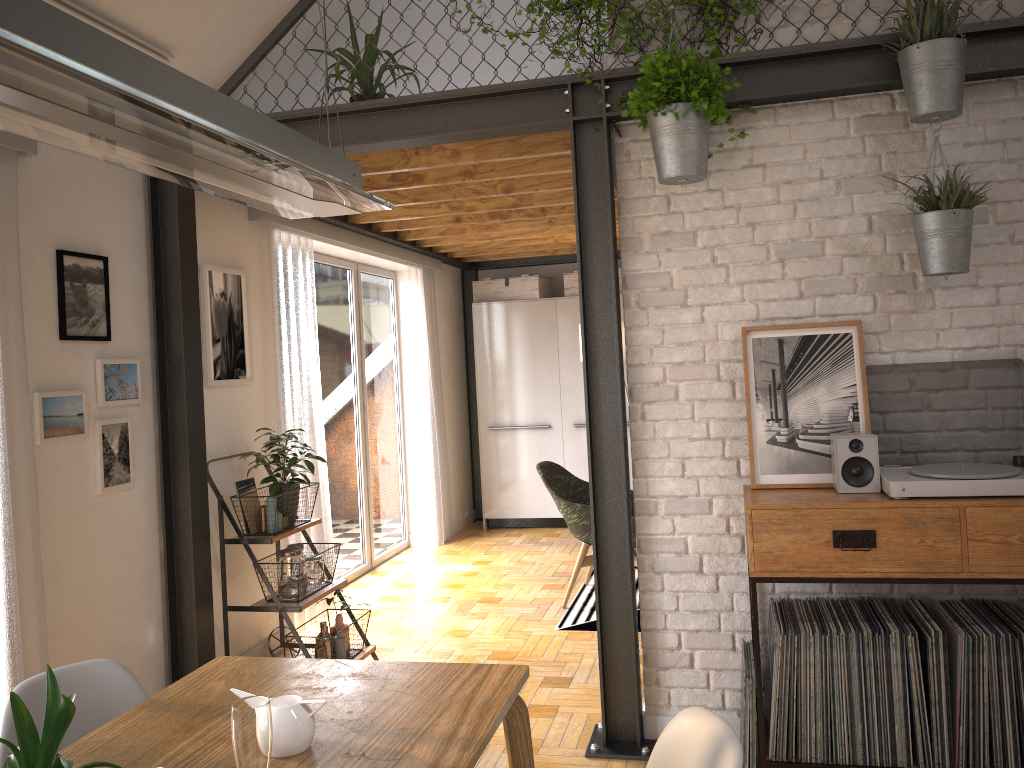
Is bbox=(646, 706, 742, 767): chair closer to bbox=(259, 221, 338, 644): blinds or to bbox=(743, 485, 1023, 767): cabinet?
bbox=(743, 485, 1023, 767): cabinet

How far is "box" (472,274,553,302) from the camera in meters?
7.7

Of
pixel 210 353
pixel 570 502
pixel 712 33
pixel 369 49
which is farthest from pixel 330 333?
pixel 712 33

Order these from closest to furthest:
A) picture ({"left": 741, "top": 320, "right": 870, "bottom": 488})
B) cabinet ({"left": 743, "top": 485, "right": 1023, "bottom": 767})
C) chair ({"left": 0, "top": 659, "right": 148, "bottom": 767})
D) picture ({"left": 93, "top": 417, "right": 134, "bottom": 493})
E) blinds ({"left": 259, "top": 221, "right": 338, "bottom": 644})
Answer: chair ({"left": 0, "top": 659, "right": 148, "bottom": 767}) < cabinet ({"left": 743, "top": 485, "right": 1023, "bottom": 767}) < picture ({"left": 741, "top": 320, "right": 870, "bottom": 488}) < picture ({"left": 93, "top": 417, "right": 134, "bottom": 493}) < blinds ({"left": 259, "top": 221, "right": 338, "bottom": 644})

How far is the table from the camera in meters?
1.6 m

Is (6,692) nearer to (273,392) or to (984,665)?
(273,392)

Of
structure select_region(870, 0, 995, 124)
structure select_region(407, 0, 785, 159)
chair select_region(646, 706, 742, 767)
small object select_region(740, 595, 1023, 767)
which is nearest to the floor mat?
small object select_region(740, 595, 1023, 767)

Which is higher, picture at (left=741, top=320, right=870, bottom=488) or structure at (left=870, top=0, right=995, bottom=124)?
structure at (left=870, top=0, right=995, bottom=124)

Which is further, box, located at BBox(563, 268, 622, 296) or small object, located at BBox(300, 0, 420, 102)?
box, located at BBox(563, 268, 622, 296)

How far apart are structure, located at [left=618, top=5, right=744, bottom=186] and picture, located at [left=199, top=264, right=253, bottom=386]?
2.1m
